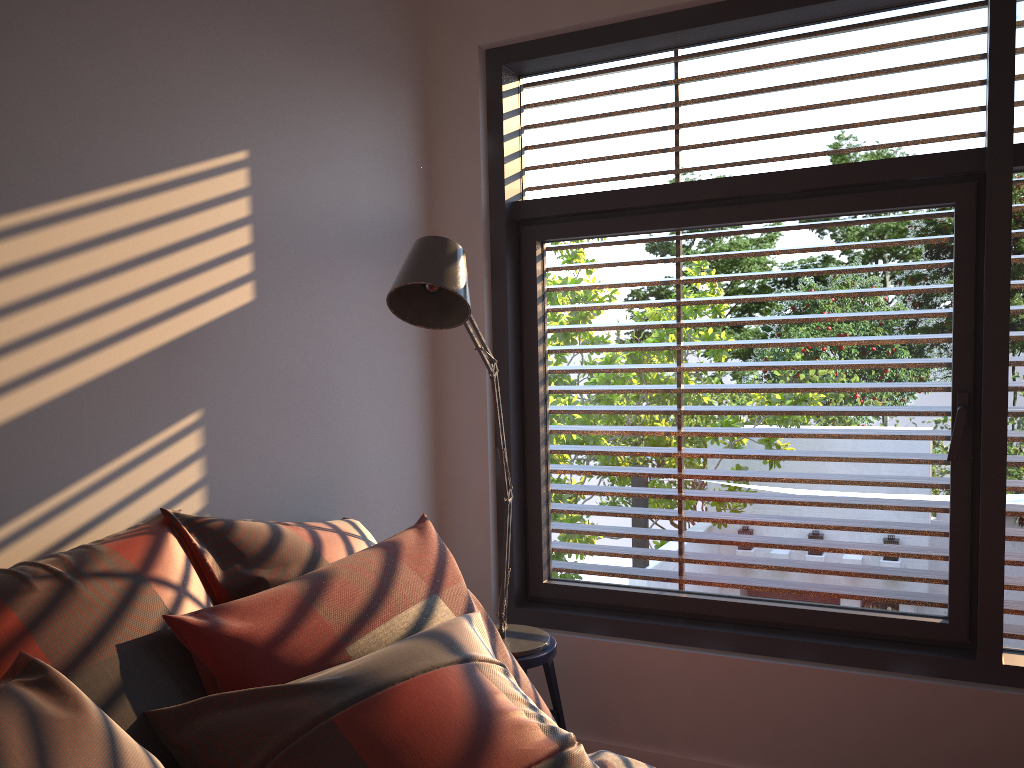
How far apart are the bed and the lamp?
0.6m

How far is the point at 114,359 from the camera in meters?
1.9 m

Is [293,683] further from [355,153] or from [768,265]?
[768,265]

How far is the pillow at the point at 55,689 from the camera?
1.23m

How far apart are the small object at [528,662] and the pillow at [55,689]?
0.6m

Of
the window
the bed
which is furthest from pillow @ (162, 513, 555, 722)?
the window

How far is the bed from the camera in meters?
1.8

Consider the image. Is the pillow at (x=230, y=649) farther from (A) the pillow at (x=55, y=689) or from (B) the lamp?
(B) the lamp

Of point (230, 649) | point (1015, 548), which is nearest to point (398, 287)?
point (230, 649)

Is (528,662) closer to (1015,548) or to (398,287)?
(398,287)
